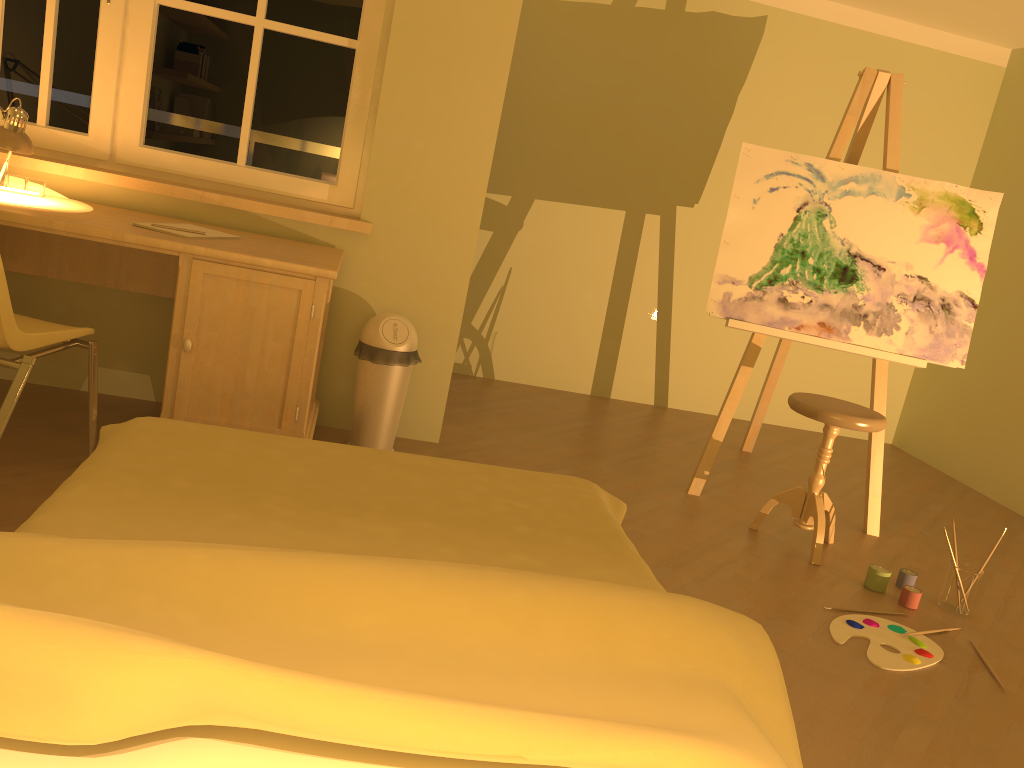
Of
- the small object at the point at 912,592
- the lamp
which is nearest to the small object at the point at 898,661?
the small object at the point at 912,592

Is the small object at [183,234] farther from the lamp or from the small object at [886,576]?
the small object at [886,576]

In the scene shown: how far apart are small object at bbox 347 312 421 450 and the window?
0.49m

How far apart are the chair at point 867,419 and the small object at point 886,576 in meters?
0.2

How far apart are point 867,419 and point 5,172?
3.1m

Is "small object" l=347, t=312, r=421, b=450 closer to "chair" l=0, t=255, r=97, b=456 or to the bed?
"chair" l=0, t=255, r=97, b=456

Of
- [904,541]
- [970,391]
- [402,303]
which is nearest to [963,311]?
[904,541]

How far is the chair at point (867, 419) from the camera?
3.1m

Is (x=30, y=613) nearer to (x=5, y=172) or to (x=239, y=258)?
(x=239, y=258)

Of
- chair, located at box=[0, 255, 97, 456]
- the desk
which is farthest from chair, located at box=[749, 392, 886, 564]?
chair, located at box=[0, 255, 97, 456]
